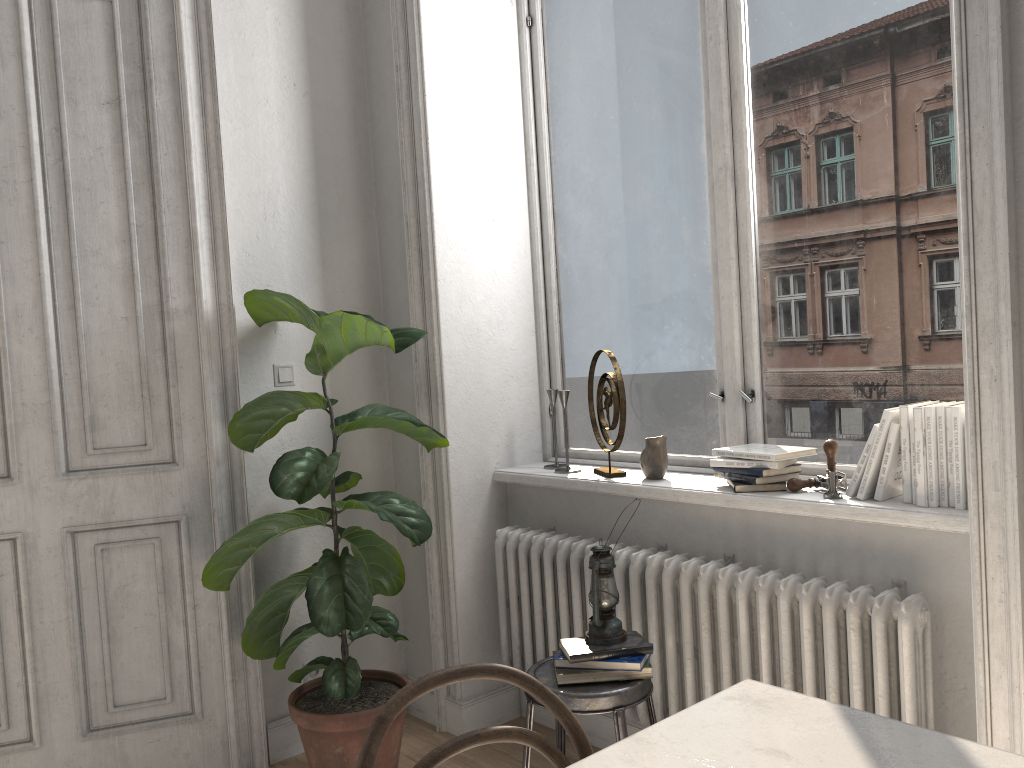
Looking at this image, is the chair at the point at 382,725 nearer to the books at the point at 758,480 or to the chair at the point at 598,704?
the chair at the point at 598,704

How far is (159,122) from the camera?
2.9m

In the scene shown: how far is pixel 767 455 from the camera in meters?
2.4 m

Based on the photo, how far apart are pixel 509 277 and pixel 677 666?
1.54m

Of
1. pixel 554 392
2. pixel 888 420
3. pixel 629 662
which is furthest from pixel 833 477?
pixel 554 392

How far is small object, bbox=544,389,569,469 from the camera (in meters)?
3.24

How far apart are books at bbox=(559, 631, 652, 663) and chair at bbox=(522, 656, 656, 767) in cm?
7

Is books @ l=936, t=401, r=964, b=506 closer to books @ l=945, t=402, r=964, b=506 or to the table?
books @ l=945, t=402, r=964, b=506

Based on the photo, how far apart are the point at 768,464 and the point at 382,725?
1.57m

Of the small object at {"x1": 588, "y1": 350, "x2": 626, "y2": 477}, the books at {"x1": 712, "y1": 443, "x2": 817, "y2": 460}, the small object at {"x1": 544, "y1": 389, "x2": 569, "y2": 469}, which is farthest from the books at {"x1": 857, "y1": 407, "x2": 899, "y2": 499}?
the small object at {"x1": 544, "y1": 389, "x2": 569, "y2": 469}
